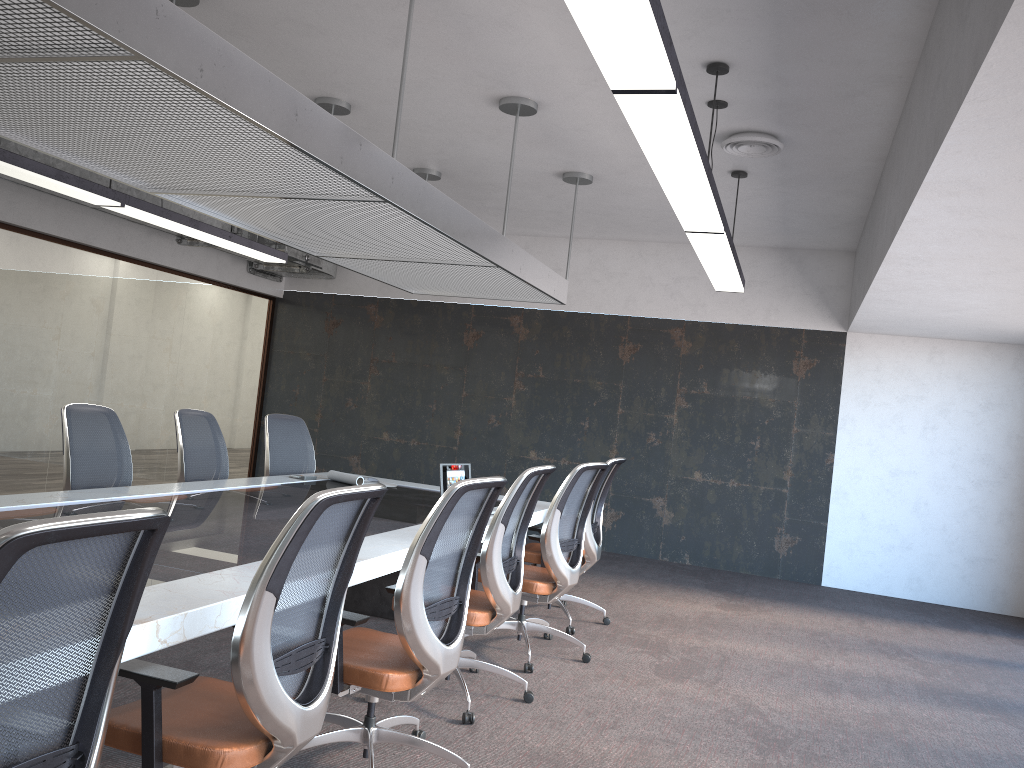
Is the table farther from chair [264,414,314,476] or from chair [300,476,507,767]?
chair [264,414,314,476]

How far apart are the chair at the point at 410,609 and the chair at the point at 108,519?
1.3m

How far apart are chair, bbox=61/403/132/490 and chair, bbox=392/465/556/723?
2.2 meters

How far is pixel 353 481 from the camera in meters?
6.2 m

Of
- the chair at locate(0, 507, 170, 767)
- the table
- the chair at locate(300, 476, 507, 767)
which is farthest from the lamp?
the table

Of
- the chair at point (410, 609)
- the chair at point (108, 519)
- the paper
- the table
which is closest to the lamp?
the chair at point (410, 609)

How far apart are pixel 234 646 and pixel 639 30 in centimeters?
192cm

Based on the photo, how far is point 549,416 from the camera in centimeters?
976cm

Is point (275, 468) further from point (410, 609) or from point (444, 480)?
point (410, 609)

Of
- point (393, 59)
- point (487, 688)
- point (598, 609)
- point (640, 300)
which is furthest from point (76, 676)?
point (640, 300)
